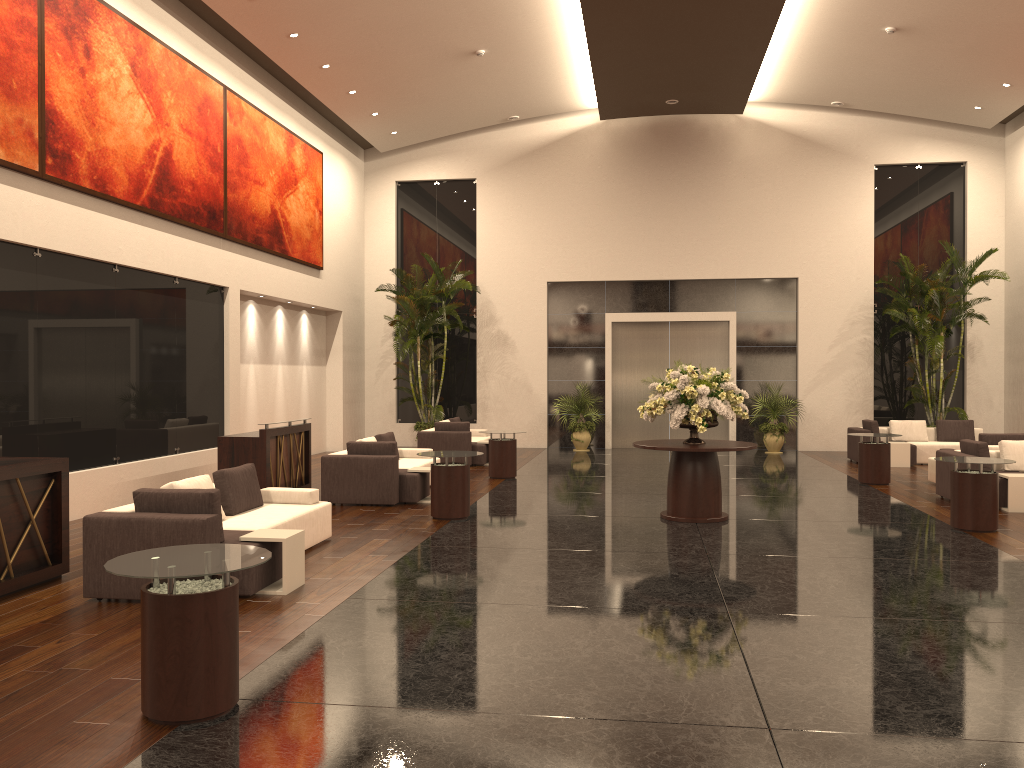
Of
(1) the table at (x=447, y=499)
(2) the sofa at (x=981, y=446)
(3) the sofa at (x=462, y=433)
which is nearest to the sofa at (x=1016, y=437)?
(2) the sofa at (x=981, y=446)

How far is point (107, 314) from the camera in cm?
1169

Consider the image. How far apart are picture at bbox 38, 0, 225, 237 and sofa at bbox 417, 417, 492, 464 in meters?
5.3

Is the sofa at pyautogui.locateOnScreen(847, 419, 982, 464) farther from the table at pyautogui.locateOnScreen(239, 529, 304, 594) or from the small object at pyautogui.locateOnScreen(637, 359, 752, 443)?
the table at pyautogui.locateOnScreen(239, 529, 304, 594)

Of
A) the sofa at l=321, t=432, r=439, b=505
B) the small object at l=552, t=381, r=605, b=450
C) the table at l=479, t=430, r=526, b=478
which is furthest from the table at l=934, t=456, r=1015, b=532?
the small object at l=552, t=381, r=605, b=450

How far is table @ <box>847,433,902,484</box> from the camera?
14.17m

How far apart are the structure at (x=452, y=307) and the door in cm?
387

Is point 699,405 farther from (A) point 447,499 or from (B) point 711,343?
(B) point 711,343

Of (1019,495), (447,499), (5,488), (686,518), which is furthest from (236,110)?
(1019,495)

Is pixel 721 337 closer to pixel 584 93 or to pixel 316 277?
pixel 584 93
